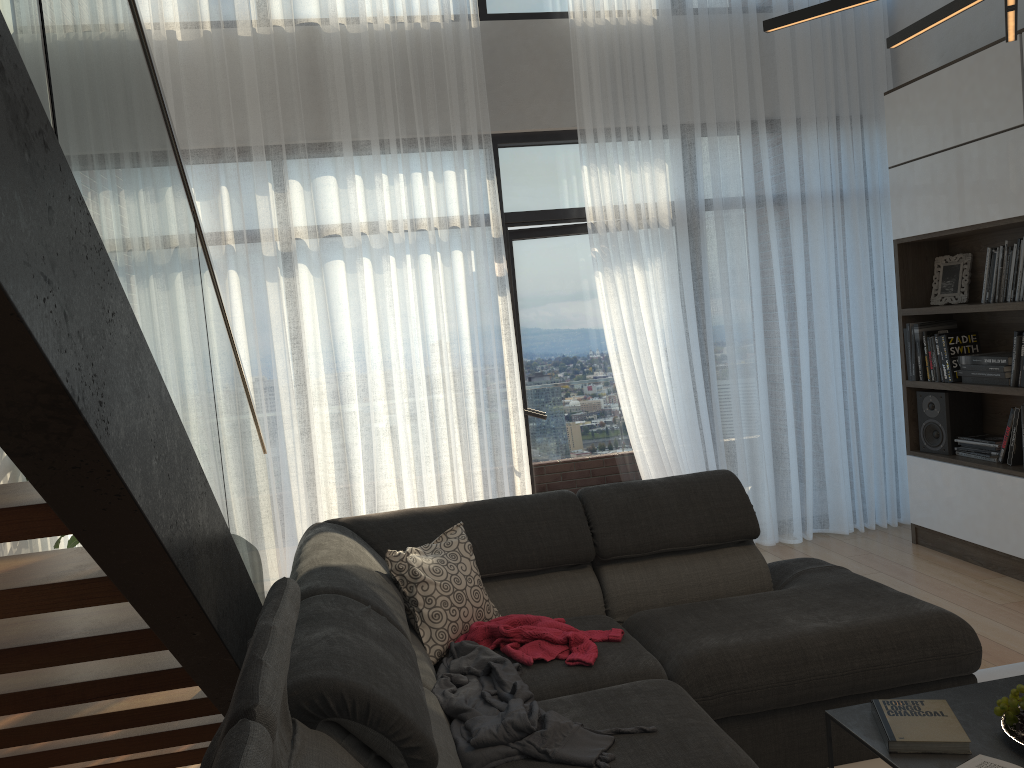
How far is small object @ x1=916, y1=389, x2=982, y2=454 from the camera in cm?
466

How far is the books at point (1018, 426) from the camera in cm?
419

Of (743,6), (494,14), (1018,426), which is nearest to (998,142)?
(1018,426)

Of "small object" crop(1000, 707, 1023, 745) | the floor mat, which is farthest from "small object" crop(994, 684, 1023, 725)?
the floor mat

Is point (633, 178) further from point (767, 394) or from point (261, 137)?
point (261, 137)

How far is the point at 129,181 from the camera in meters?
1.5

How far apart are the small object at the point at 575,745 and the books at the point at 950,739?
0.6m

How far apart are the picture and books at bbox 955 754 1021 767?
3.30m

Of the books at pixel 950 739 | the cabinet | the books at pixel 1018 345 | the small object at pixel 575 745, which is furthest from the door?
the books at pixel 950 739

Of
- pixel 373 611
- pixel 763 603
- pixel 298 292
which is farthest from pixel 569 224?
pixel 373 611
